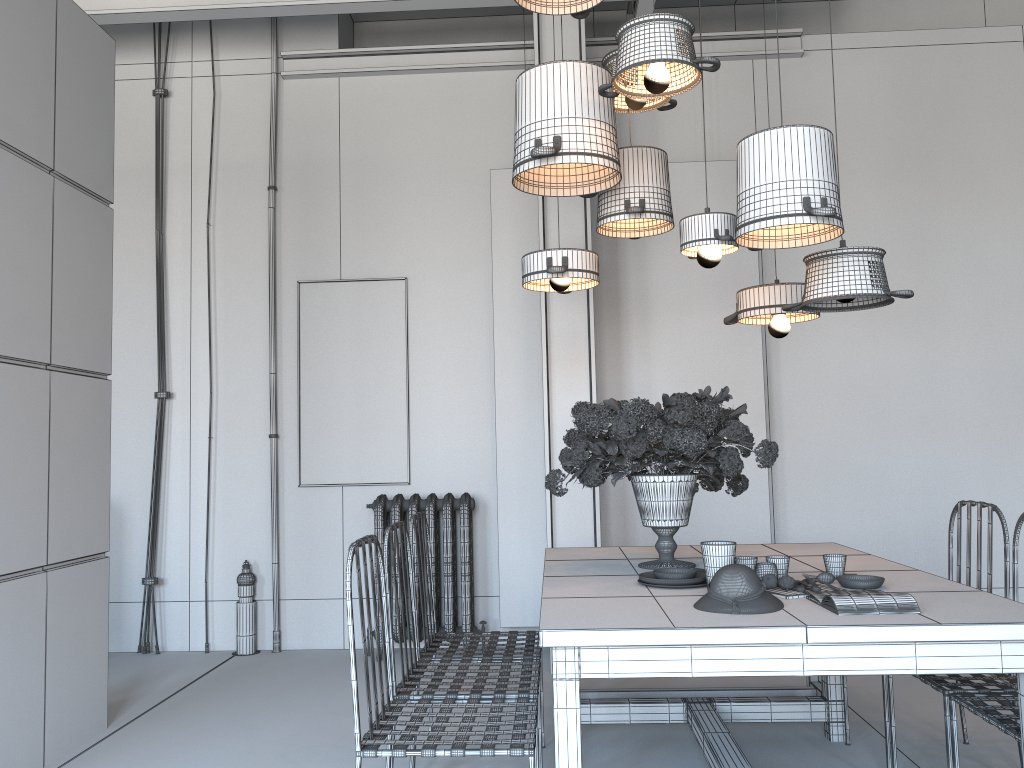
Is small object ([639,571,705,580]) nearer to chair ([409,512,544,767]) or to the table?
the table

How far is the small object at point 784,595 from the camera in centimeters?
243cm

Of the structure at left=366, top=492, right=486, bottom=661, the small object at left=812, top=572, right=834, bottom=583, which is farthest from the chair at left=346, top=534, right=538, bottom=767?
the structure at left=366, top=492, right=486, bottom=661

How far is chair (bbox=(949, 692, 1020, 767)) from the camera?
2.3 meters

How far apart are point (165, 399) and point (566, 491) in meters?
2.7 m

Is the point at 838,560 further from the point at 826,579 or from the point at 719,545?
the point at 719,545

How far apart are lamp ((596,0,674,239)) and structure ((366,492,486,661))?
2.12m

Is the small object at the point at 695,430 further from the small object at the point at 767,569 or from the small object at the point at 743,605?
the small object at the point at 743,605

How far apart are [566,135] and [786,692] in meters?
2.7 m

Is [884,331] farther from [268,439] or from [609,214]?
[268,439]
